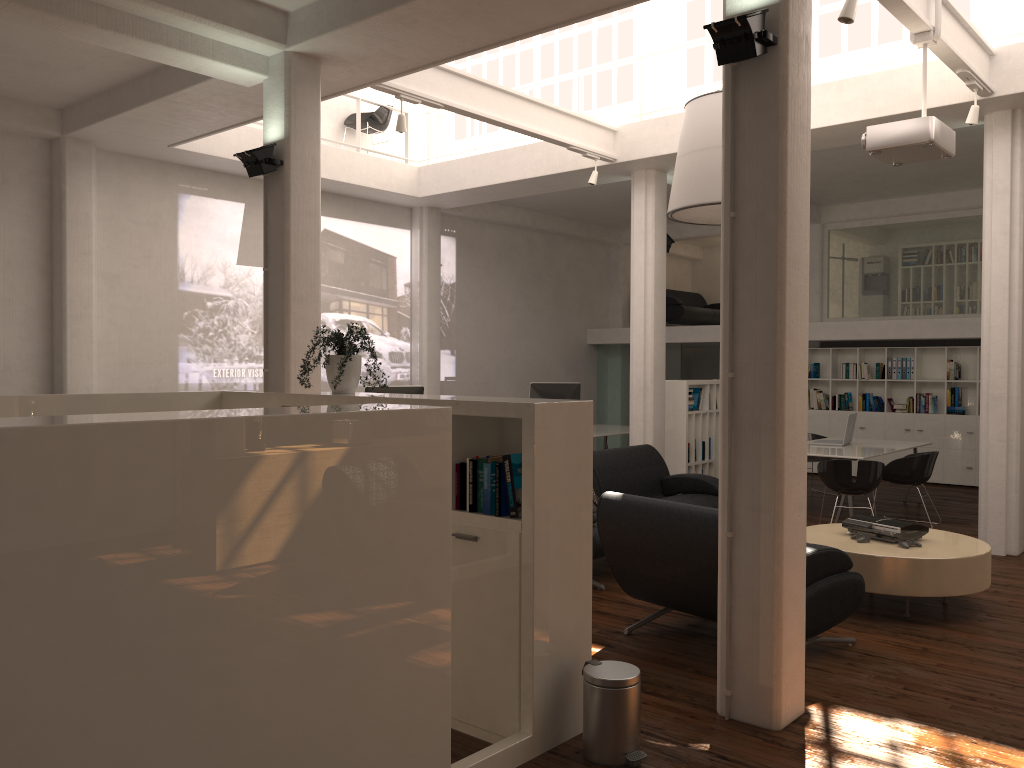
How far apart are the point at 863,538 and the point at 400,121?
6.2m

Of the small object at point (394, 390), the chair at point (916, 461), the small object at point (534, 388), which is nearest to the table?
the chair at point (916, 461)

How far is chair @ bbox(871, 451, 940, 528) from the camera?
11.6m

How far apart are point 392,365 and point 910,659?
11.03m

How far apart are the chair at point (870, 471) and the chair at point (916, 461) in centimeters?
99cm

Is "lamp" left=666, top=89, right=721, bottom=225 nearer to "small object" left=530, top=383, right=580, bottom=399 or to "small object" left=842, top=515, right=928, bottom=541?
"small object" left=842, top=515, right=928, bottom=541

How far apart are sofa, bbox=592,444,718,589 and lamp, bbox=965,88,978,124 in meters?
4.7 m

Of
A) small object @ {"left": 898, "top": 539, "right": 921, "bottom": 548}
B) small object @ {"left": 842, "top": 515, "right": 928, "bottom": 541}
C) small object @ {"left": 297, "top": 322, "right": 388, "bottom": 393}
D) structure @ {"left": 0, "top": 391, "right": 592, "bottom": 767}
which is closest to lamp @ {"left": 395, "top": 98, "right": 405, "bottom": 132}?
small object @ {"left": 297, "top": 322, "right": 388, "bottom": 393}

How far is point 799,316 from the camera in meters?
5.2

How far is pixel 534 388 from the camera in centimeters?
1541cm
